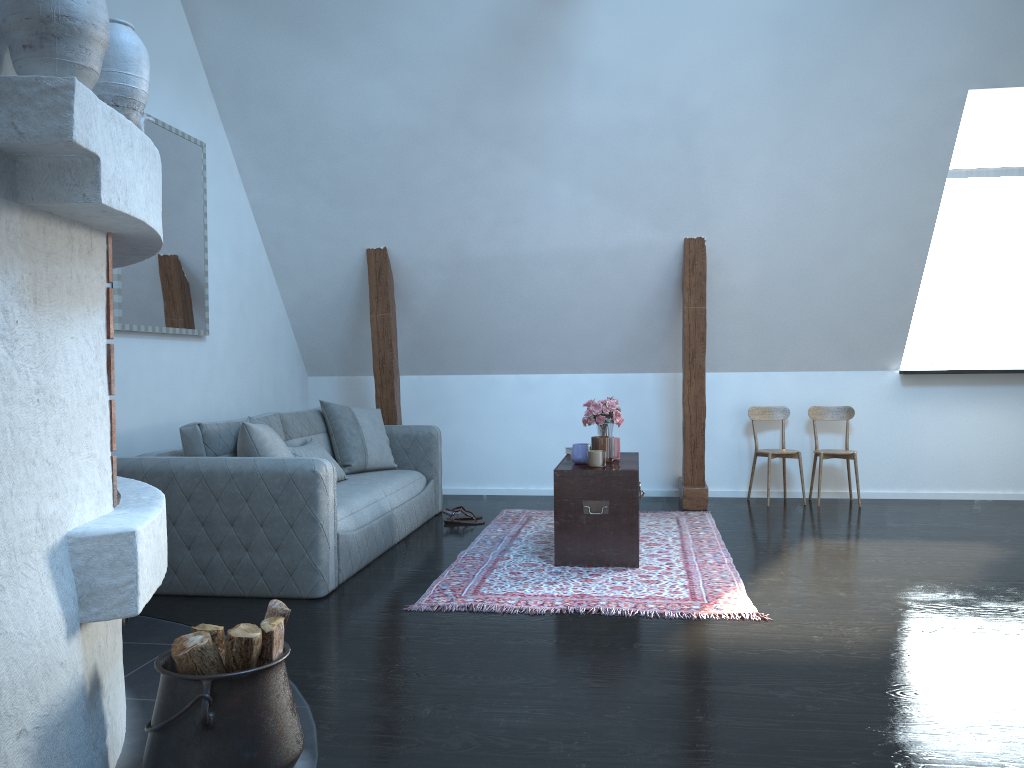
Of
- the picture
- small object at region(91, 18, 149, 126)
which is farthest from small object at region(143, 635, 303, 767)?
the picture

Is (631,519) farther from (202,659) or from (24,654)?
(24,654)

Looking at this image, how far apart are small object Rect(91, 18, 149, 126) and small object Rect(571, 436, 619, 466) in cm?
297

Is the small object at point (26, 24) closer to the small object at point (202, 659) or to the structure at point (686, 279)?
the small object at point (202, 659)

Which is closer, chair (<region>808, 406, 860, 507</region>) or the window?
chair (<region>808, 406, 860, 507</region>)

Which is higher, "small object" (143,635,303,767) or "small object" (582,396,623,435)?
"small object" (582,396,623,435)

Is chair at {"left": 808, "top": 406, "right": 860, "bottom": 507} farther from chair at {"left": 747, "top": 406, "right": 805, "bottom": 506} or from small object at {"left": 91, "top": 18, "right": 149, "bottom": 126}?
small object at {"left": 91, "top": 18, "right": 149, "bottom": 126}

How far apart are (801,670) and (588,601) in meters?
1.1

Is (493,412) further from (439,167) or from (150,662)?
(150,662)

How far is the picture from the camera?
4.7m
